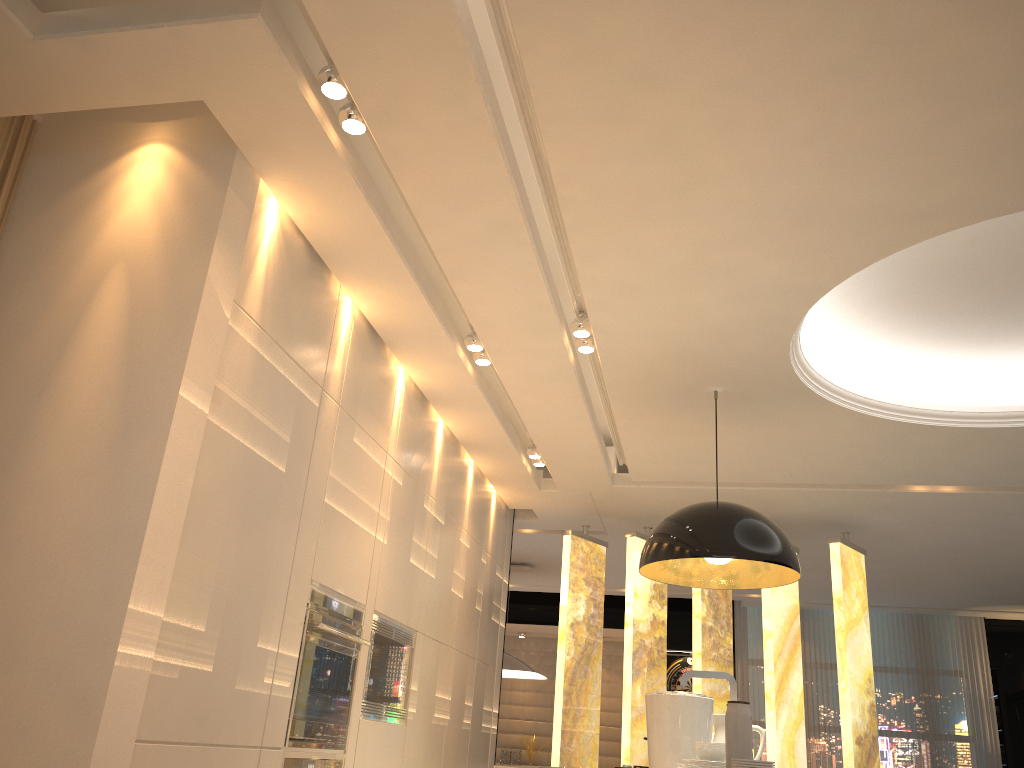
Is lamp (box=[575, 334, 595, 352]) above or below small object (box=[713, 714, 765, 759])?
above

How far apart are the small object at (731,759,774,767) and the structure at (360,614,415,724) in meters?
2.1

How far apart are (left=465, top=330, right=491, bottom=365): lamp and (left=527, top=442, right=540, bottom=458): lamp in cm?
141

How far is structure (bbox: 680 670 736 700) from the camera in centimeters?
270cm

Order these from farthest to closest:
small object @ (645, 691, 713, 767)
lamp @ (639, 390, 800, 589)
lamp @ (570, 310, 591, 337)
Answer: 1. lamp @ (570, 310, 591, 337)
2. lamp @ (639, 390, 800, 589)
3. small object @ (645, 691, 713, 767)

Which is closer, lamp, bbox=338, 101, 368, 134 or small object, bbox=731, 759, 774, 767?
small object, bbox=731, 759, 774, 767

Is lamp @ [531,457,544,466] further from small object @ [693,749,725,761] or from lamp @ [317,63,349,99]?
lamp @ [317,63,349,99]

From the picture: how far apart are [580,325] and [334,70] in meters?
1.7 m

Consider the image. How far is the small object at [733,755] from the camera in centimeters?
238cm

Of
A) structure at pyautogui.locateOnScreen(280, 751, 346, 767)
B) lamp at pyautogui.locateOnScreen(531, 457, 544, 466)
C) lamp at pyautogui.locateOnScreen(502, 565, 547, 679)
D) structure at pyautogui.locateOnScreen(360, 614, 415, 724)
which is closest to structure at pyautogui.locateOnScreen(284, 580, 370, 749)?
structure at pyautogui.locateOnScreen(280, 751, 346, 767)
